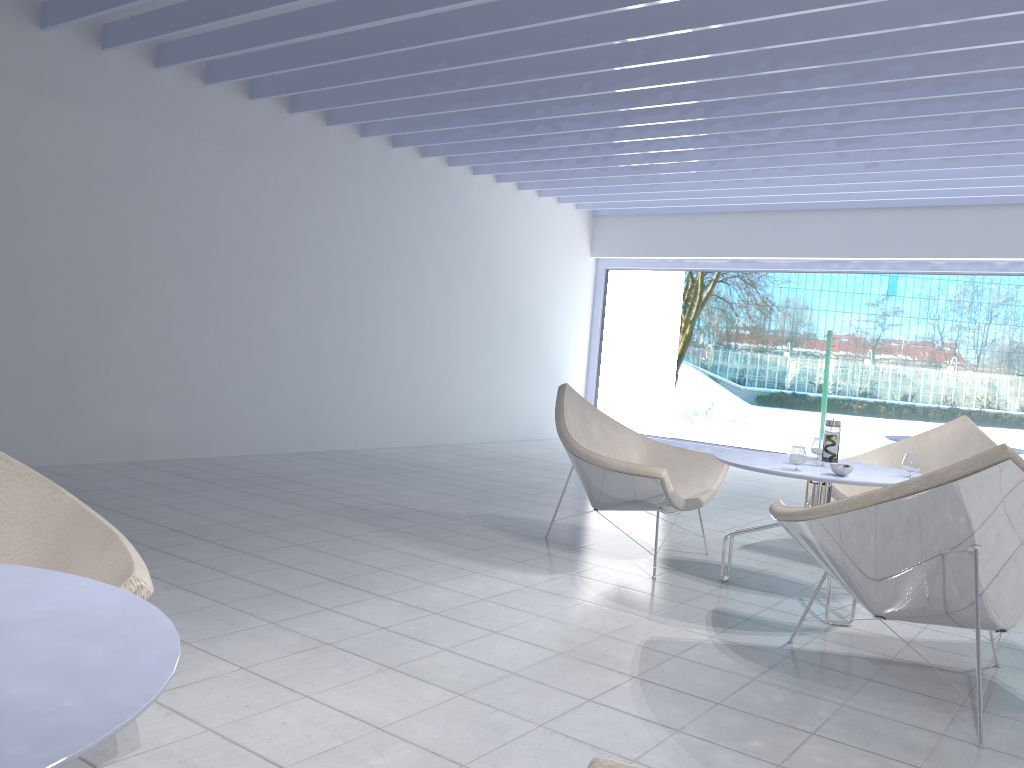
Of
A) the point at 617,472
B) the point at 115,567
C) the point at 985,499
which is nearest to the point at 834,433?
the point at 617,472

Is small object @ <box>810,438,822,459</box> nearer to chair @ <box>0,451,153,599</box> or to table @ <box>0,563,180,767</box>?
chair @ <box>0,451,153,599</box>

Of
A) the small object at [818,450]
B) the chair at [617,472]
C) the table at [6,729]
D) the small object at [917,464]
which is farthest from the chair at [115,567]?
the small object at [818,450]

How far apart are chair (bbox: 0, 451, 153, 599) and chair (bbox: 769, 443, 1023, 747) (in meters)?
1.79

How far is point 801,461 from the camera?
3.3m

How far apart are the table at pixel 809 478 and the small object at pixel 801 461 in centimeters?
4cm

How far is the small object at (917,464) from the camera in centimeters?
335cm

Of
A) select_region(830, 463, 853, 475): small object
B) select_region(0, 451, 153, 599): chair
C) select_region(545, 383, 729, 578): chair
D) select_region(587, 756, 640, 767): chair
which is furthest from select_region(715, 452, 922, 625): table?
select_region(587, 756, 640, 767): chair

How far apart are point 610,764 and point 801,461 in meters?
2.5

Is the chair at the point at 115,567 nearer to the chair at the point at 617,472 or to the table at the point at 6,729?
the table at the point at 6,729
